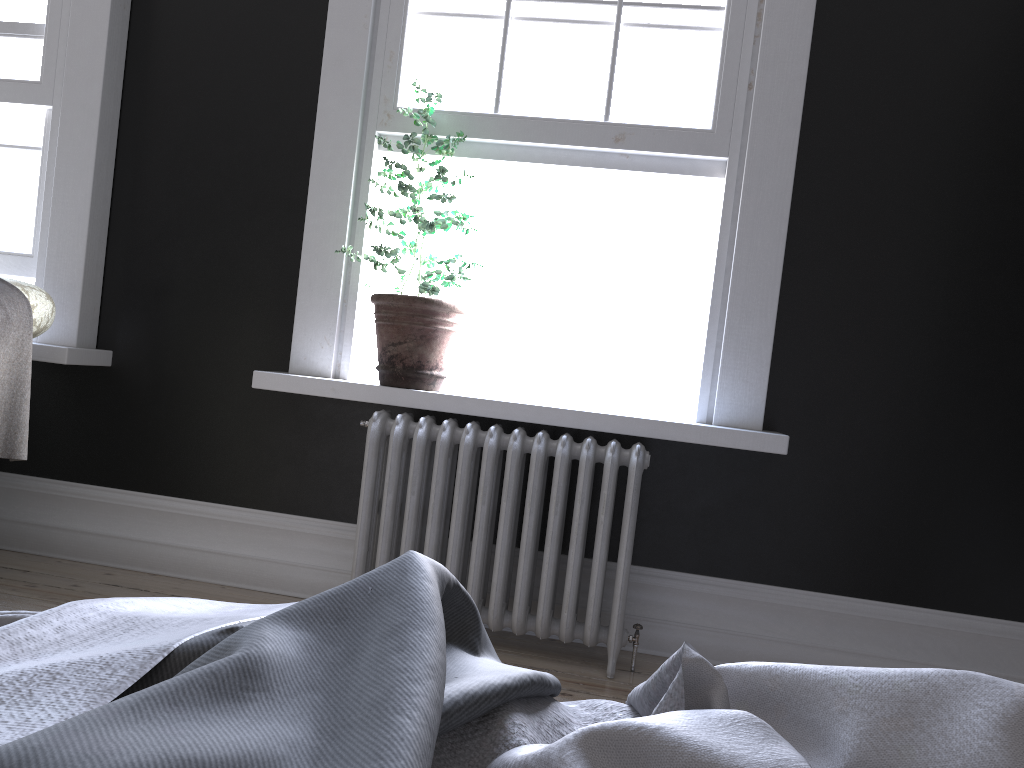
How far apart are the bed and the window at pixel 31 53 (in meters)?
3.31

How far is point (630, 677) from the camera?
3.1 meters

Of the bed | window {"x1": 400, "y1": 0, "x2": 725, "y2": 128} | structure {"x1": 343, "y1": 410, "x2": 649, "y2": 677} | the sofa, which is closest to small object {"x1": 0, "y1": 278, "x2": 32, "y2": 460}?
the sofa

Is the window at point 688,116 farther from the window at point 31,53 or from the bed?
the bed

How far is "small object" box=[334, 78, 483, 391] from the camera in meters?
3.3

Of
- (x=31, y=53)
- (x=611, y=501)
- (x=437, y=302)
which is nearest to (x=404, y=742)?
(x=611, y=501)

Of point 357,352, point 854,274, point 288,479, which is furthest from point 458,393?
point 854,274

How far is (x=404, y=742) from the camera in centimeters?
58cm

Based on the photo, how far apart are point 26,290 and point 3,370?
0.30m

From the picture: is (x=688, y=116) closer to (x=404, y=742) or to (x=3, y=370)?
(x=3, y=370)
